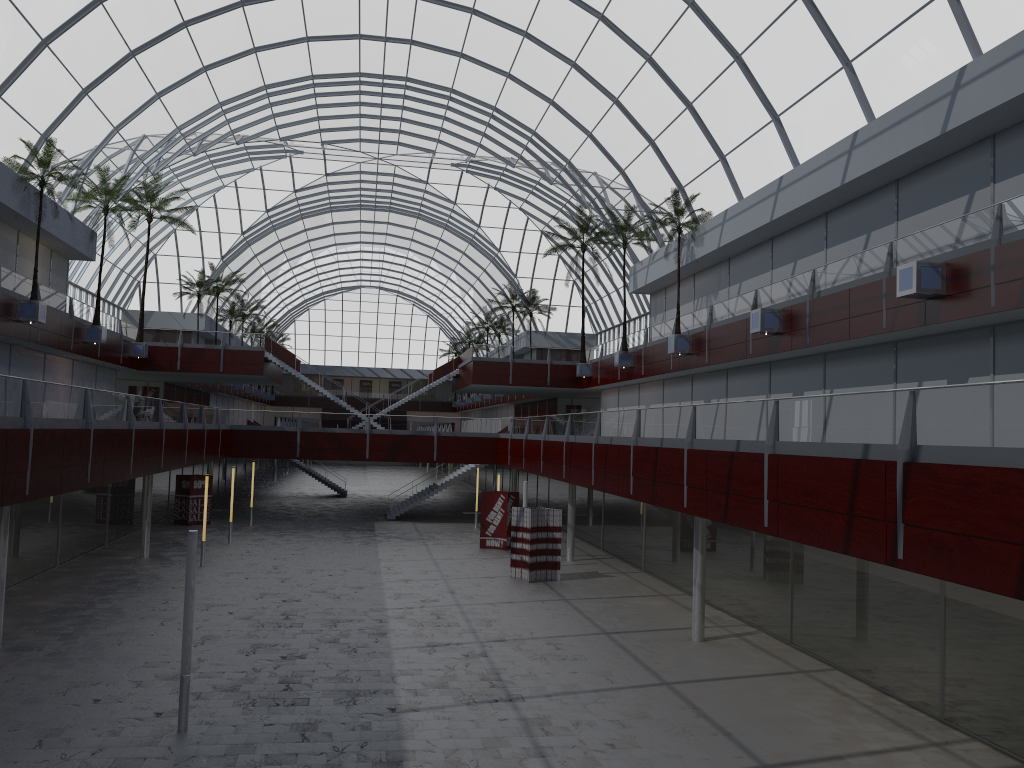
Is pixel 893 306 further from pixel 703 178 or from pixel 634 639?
pixel 703 178

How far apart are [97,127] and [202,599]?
30.3m
